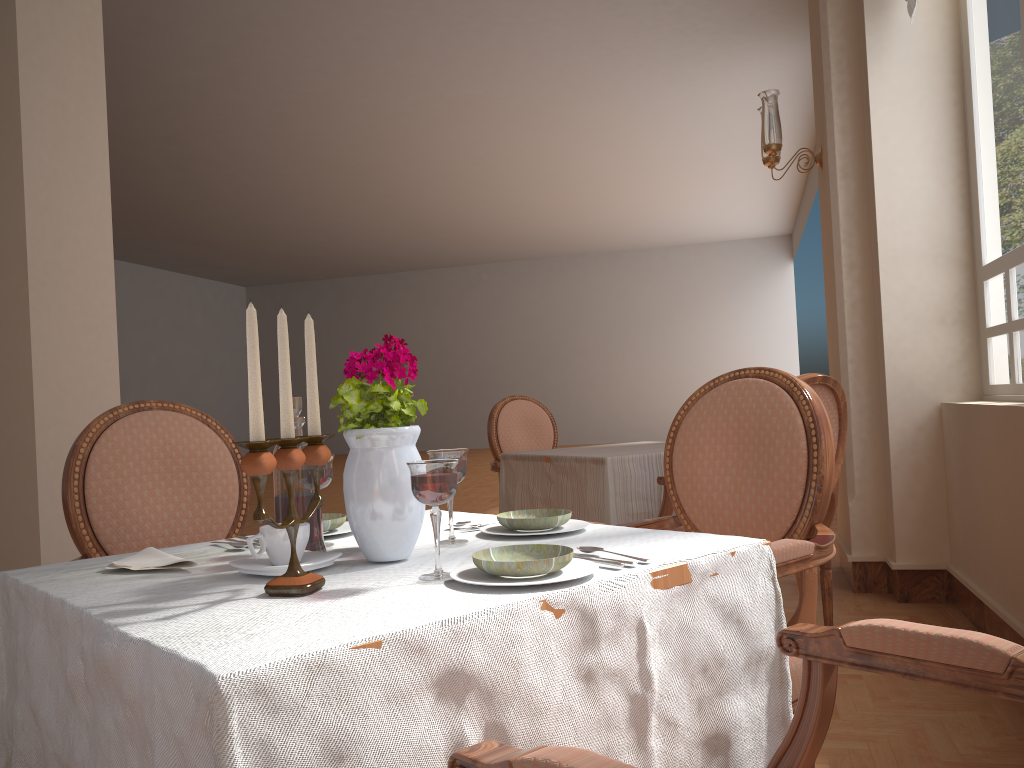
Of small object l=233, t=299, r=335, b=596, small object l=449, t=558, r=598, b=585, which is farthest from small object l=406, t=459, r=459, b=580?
small object l=233, t=299, r=335, b=596

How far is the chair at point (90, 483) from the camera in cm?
178

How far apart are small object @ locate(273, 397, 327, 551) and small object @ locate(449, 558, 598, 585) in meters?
0.3

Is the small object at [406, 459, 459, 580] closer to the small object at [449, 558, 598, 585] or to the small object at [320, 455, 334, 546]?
the small object at [449, 558, 598, 585]

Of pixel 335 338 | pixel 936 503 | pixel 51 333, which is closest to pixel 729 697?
pixel 936 503

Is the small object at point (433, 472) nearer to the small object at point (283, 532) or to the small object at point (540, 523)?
the small object at point (283, 532)

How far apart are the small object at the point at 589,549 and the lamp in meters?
3.4

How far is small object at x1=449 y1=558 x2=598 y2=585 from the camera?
1.0 meters

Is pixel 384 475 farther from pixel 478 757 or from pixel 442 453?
pixel 478 757

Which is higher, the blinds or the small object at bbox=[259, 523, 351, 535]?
the blinds
